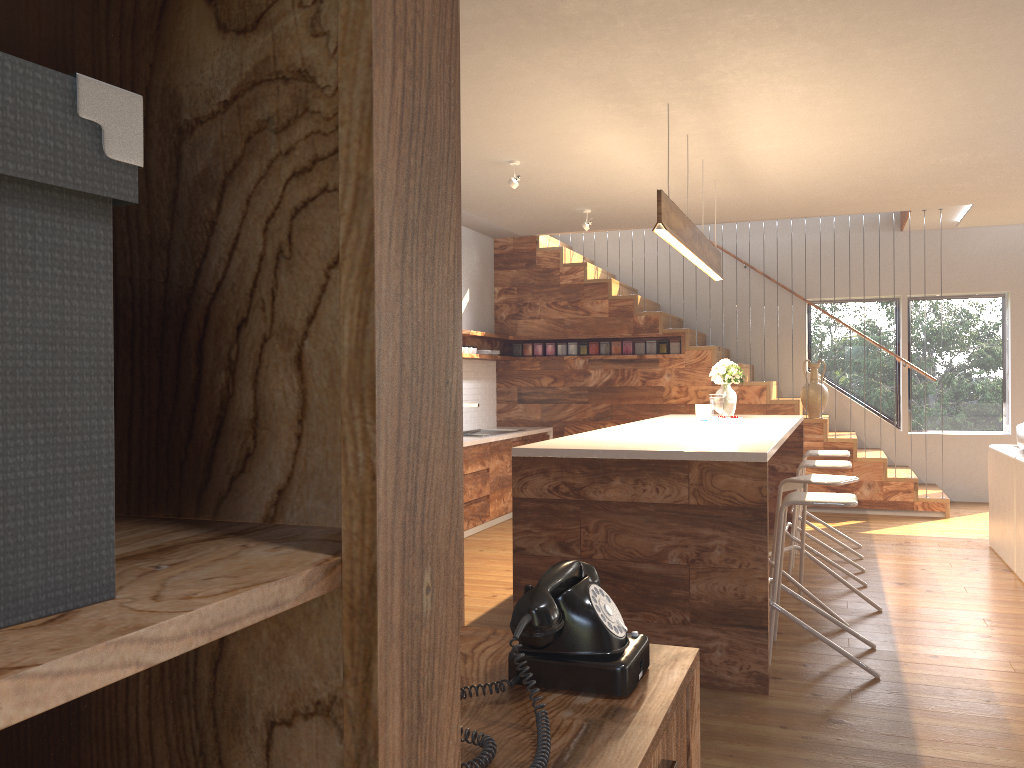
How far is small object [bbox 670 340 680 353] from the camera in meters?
8.9 m

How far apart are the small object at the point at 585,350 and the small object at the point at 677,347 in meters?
0.9 m

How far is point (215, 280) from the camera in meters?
Result: 0.6 m

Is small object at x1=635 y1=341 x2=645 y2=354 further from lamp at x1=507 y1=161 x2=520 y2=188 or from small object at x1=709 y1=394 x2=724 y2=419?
lamp at x1=507 y1=161 x2=520 y2=188

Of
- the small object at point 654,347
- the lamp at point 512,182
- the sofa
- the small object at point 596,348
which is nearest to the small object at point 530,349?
the small object at point 596,348

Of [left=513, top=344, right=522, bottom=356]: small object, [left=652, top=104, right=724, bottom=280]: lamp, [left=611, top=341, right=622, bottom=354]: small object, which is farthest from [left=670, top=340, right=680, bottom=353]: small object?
[left=652, top=104, right=724, bottom=280]: lamp

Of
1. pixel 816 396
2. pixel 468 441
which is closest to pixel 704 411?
pixel 468 441

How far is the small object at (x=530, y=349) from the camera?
9.4m

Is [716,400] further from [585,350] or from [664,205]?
[585,350]

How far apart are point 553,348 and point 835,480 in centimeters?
493cm
